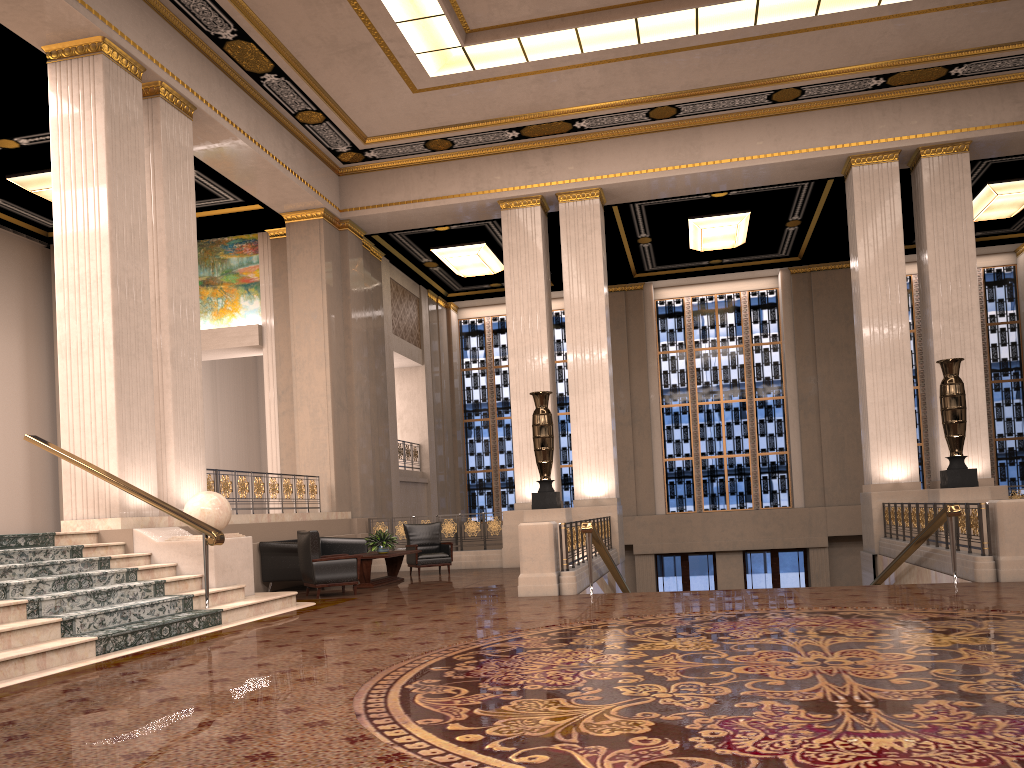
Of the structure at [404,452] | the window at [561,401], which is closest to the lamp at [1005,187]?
the window at [561,401]

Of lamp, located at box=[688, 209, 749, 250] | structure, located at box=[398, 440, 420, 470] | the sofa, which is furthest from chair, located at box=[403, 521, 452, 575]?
lamp, located at box=[688, 209, 749, 250]

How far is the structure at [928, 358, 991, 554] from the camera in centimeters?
1214cm

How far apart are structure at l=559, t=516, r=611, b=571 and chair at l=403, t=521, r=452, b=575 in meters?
2.5

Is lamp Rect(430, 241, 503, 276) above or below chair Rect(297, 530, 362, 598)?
above

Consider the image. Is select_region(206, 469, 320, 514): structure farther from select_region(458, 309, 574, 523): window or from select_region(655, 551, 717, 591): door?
select_region(655, 551, 717, 591): door

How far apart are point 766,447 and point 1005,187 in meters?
7.8

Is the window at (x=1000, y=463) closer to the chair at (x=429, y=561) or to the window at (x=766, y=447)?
the window at (x=766, y=447)

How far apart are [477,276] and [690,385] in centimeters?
Result: 594cm

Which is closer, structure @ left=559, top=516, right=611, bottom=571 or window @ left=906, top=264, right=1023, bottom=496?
structure @ left=559, top=516, right=611, bottom=571
